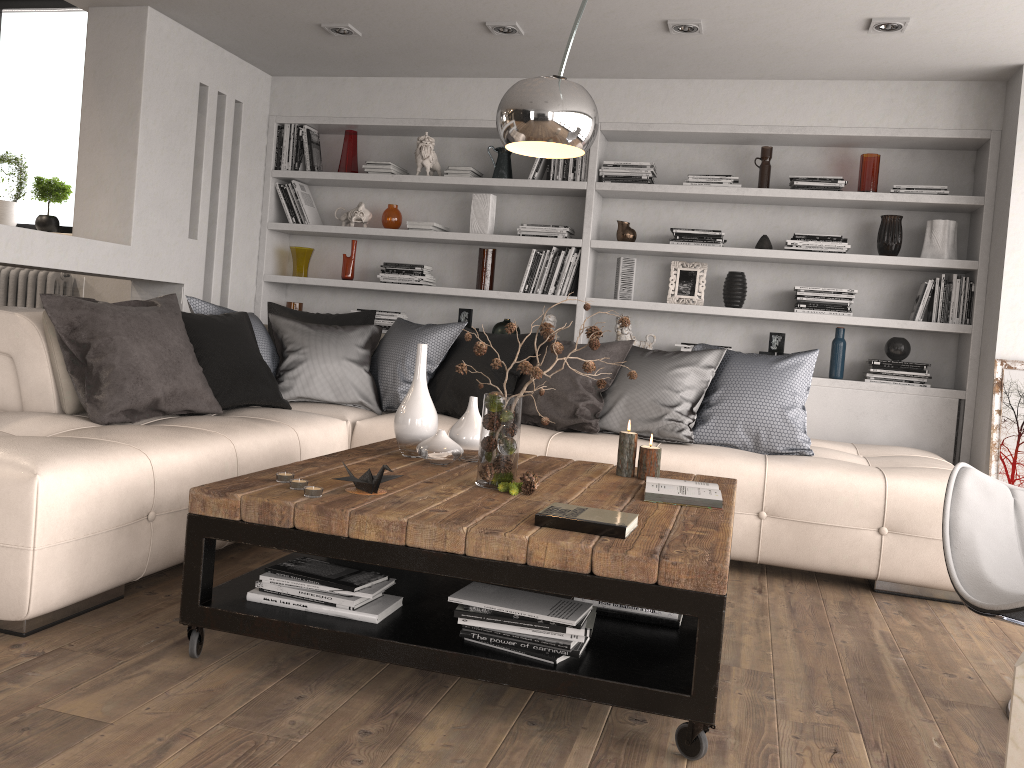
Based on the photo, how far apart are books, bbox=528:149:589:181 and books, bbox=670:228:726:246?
0.6m

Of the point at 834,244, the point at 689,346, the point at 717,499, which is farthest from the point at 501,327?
the point at 717,499

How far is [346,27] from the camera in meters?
4.6

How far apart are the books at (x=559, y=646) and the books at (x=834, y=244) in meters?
3.3 m

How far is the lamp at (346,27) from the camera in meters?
4.6

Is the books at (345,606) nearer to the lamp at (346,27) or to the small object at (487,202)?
the lamp at (346,27)

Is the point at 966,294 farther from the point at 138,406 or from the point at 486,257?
the point at 138,406

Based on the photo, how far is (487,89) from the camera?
5.3m

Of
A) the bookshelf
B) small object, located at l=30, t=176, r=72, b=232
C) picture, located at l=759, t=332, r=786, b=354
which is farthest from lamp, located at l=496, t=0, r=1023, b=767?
small object, located at l=30, t=176, r=72, b=232

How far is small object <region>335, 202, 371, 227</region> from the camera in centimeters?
560cm
